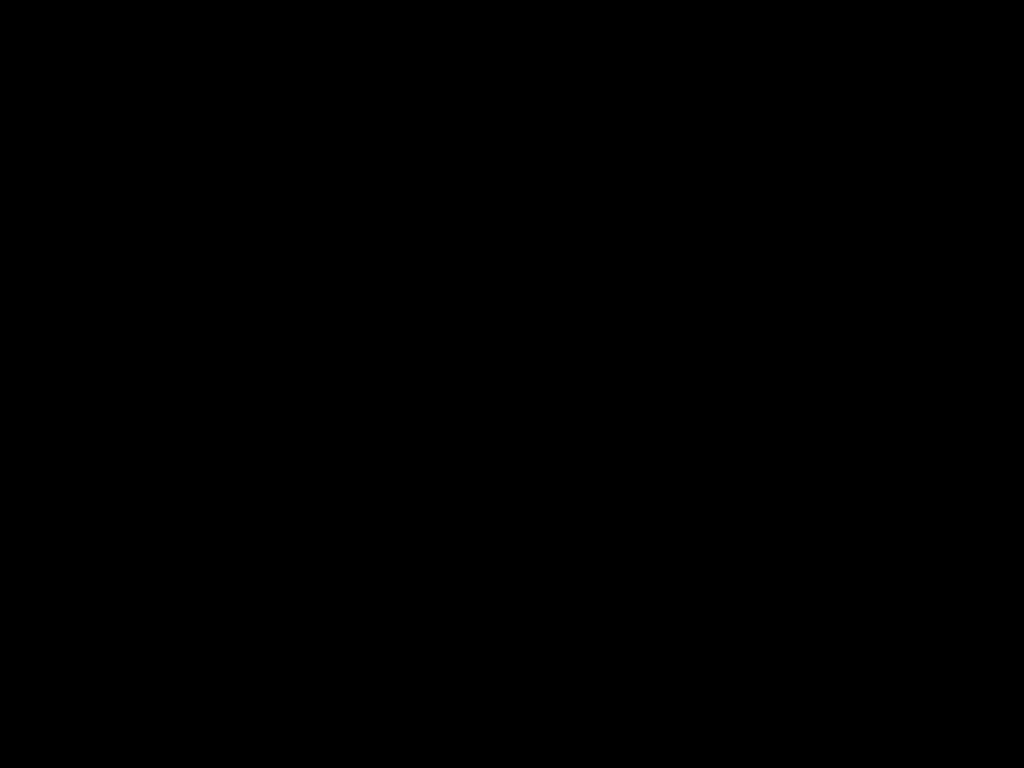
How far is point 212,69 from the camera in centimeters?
78cm

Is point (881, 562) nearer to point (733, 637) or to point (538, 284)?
point (733, 637)

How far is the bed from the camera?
0.78m

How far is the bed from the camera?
0.8 meters
